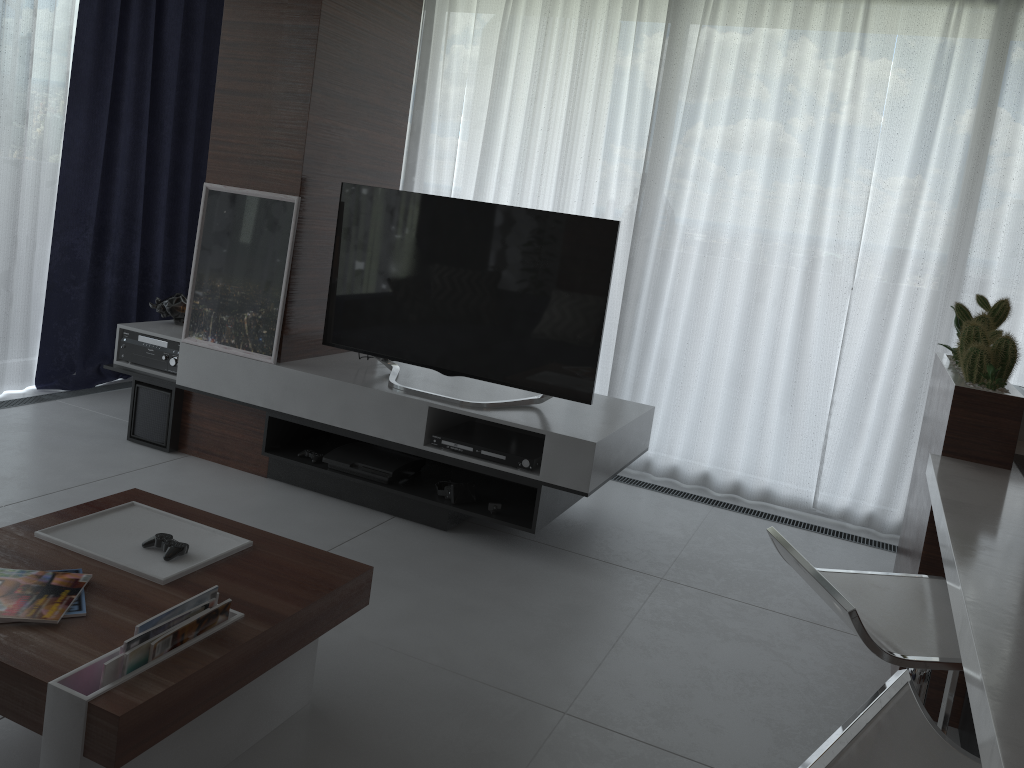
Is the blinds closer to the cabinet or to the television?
the cabinet

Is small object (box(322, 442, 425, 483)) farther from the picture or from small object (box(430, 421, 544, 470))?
the picture

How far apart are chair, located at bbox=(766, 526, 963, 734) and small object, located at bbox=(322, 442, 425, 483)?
1.99m

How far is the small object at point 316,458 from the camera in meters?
3.7

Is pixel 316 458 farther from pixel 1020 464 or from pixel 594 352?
pixel 1020 464

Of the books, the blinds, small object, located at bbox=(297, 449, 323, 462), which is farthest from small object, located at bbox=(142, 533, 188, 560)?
the blinds

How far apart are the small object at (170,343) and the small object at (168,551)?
1.9m

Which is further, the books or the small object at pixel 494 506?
the small object at pixel 494 506

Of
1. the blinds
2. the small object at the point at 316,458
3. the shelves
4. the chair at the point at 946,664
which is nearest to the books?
the chair at the point at 946,664

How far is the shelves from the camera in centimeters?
329cm
